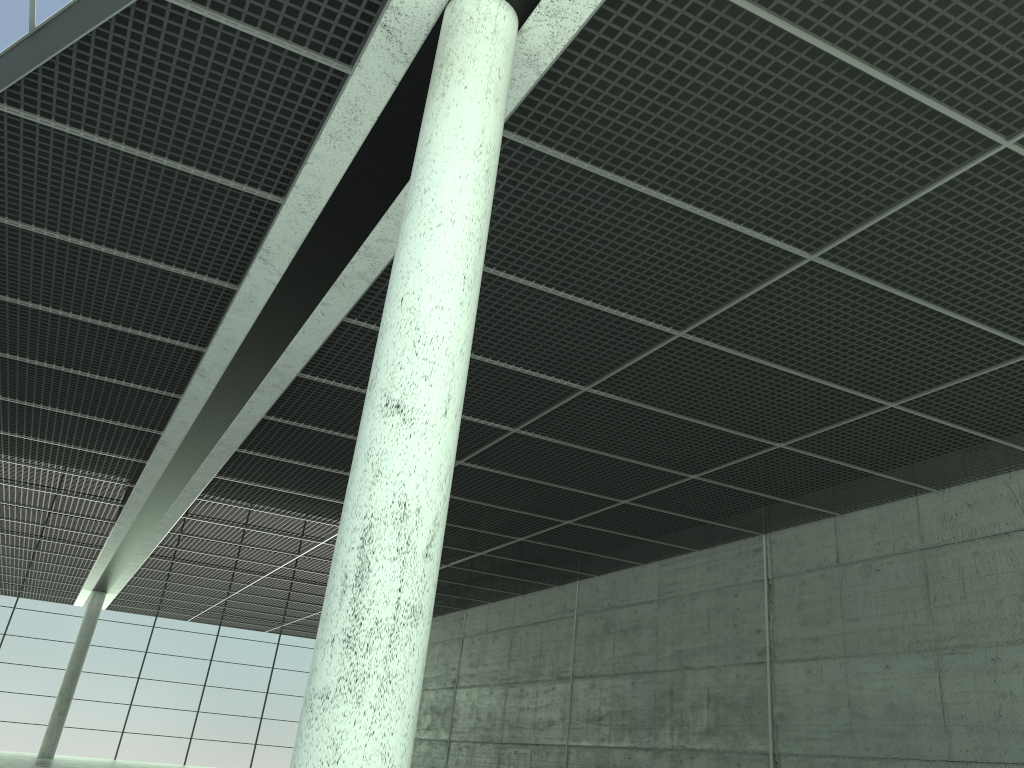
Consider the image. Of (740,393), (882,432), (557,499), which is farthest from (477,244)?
(557,499)
